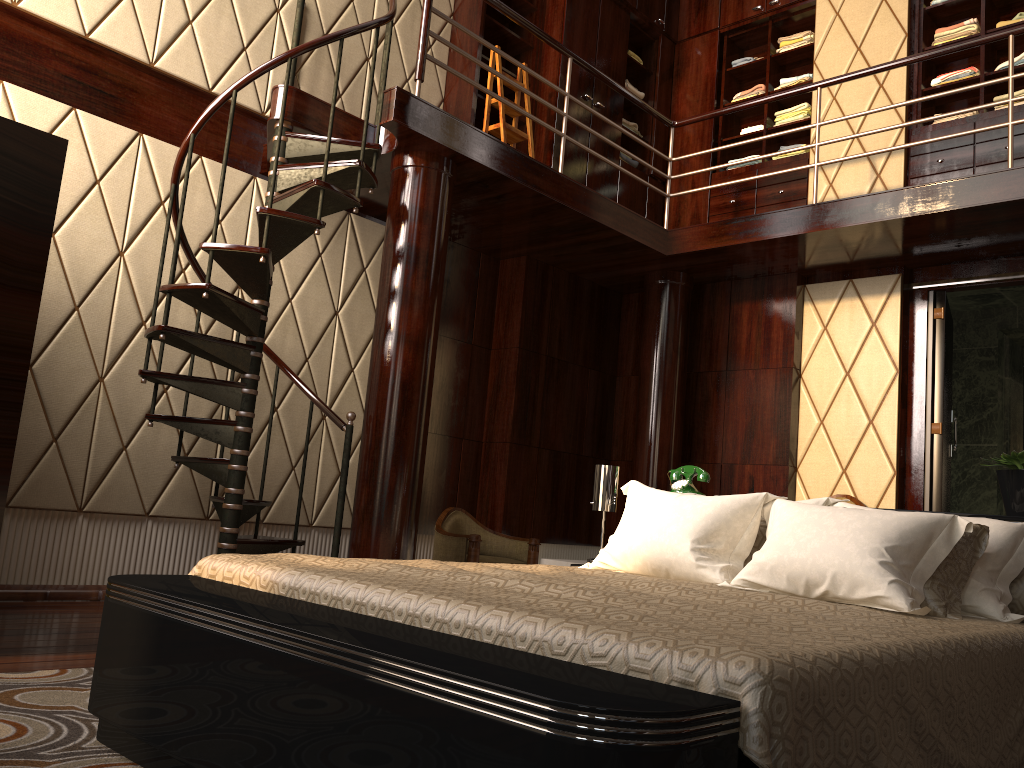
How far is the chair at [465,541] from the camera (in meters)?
4.49

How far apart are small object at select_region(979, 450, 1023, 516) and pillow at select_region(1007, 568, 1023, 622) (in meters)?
0.33

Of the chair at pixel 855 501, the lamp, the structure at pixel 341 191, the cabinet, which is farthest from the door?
the lamp

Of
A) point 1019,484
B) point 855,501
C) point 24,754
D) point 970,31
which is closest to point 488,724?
point 24,754

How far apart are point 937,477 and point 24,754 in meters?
4.8

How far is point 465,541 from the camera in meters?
4.5 m

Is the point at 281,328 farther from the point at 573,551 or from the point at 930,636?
the point at 930,636

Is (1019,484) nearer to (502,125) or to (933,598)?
(933,598)

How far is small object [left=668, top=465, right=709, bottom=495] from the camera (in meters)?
3.47

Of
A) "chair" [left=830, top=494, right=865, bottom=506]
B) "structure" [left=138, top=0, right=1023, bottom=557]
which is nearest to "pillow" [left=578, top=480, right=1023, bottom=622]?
"structure" [left=138, top=0, right=1023, bottom=557]
